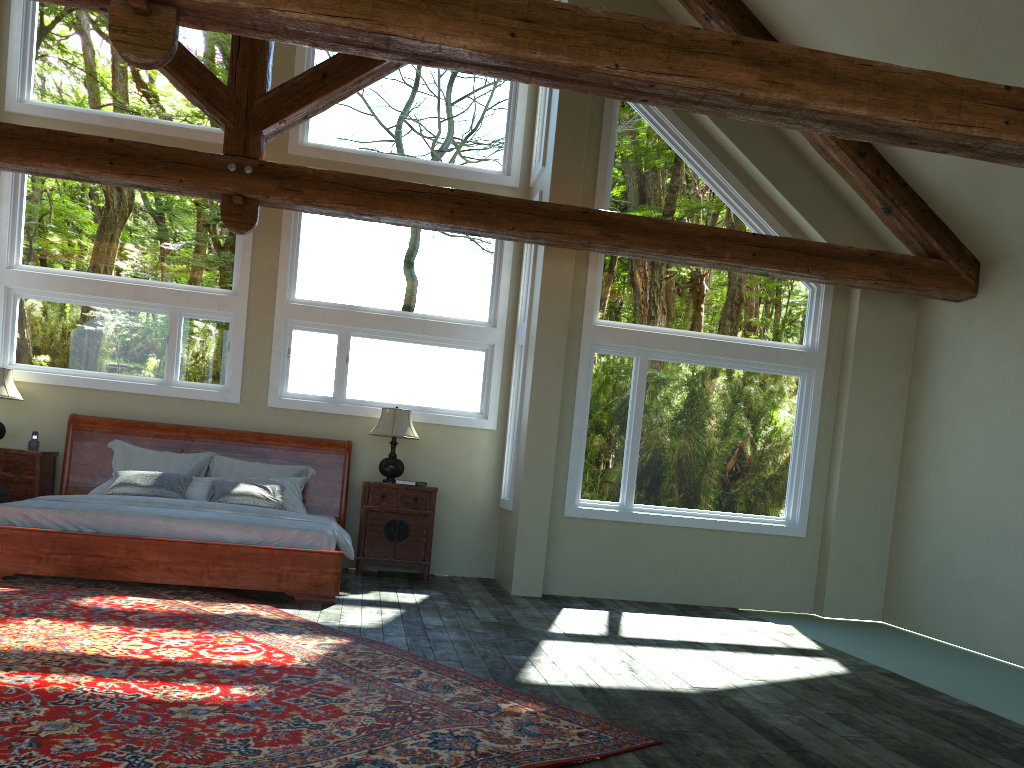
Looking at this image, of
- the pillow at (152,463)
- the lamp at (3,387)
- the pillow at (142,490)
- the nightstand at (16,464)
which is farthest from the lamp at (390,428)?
the lamp at (3,387)

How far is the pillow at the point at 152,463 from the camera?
8.28m

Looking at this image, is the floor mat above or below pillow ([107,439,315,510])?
below

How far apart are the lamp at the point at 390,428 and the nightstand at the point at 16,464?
3.0 meters

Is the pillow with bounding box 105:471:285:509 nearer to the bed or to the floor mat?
the bed

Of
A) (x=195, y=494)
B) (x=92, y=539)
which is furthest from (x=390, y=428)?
(x=92, y=539)

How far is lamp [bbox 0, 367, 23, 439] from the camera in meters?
8.0 m

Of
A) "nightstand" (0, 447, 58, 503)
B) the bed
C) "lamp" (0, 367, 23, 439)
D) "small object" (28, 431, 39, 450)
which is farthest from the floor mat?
"lamp" (0, 367, 23, 439)

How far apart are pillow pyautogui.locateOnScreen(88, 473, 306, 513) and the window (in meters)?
0.85

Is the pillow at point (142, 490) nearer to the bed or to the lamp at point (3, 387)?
the bed
